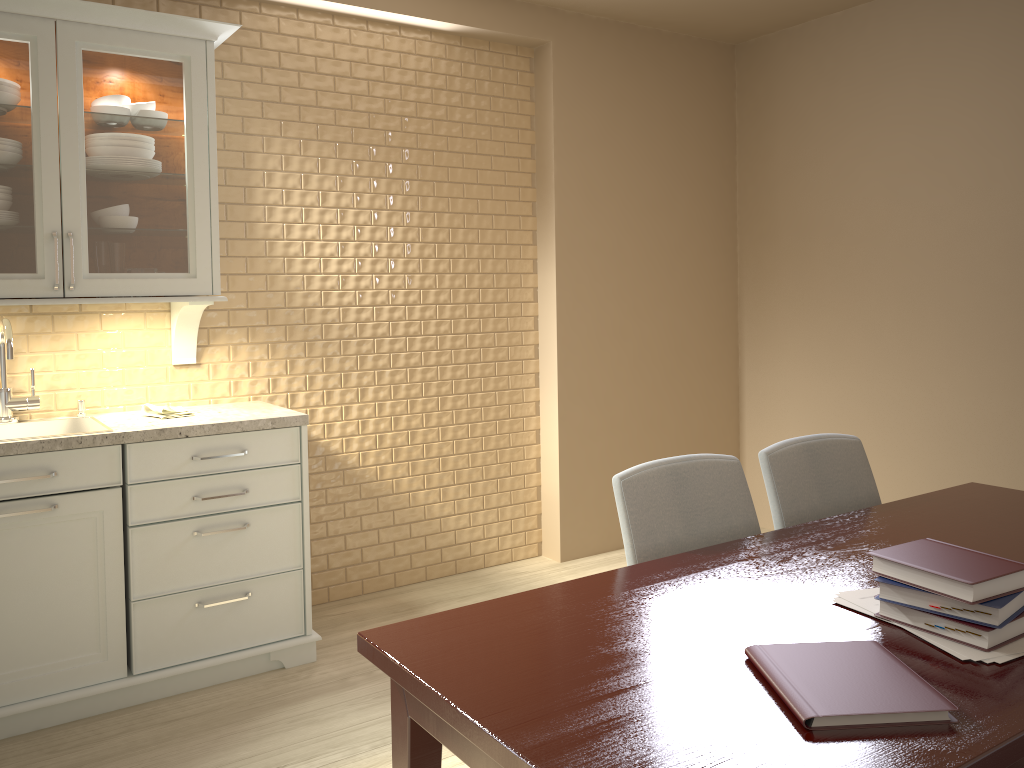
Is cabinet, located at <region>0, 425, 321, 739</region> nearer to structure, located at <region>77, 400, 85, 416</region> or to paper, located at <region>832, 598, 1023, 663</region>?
structure, located at <region>77, 400, 85, 416</region>

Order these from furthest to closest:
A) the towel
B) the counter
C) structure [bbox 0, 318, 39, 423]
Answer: the towel
structure [bbox 0, 318, 39, 423]
the counter

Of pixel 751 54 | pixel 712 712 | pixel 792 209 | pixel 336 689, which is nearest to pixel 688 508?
pixel 712 712

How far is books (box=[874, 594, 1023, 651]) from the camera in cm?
128

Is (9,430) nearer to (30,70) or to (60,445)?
(60,445)

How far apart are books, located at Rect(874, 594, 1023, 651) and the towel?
2.27m

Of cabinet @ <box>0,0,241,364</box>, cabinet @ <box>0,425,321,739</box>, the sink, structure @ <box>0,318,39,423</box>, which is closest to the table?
cabinet @ <box>0,425,321,739</box>

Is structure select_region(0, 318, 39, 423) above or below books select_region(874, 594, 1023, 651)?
above

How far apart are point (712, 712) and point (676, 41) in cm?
372

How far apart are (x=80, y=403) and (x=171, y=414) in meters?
0.3
